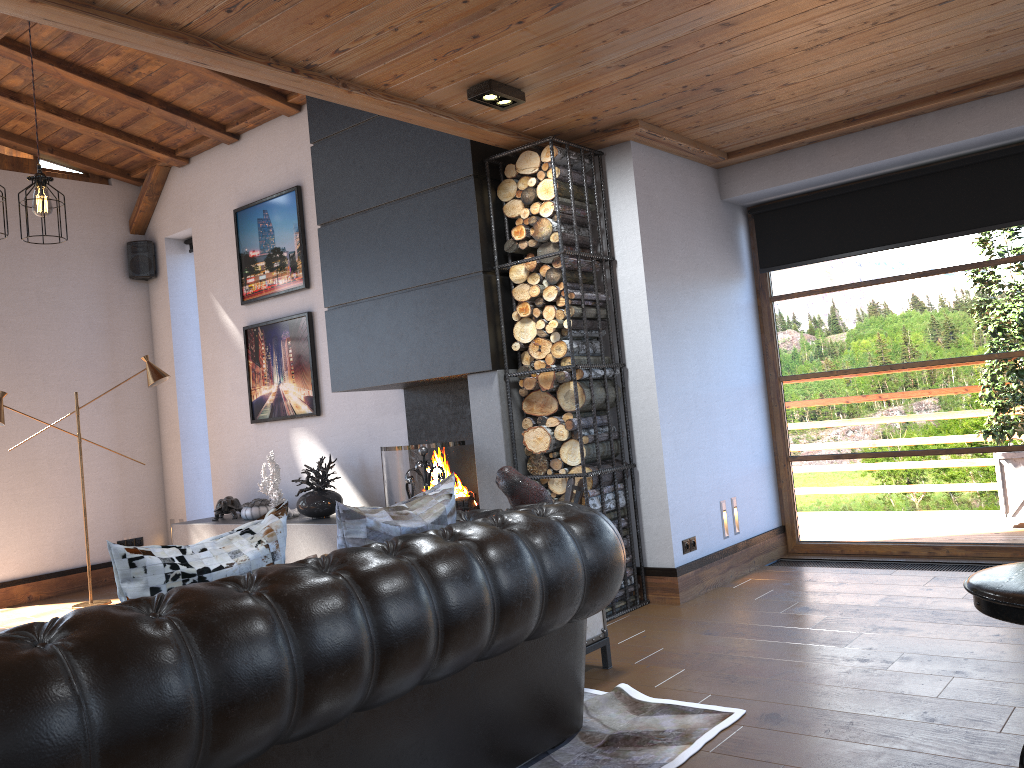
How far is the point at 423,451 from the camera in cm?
506

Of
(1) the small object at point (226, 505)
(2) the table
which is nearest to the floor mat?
(2) the table

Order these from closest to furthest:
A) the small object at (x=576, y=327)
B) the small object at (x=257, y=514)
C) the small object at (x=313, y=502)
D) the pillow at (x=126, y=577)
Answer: the pillow at (x=126, y=577)
the small object at (x=576, y=327)
the small object at (x=313, y=502)
the small object at (x=257, y=514)

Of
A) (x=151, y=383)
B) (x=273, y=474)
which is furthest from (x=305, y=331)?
(x=151, y=383)

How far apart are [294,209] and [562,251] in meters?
3.1 m

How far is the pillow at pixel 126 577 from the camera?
2.1m

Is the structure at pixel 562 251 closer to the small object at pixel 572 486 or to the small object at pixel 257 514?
the small object at pixel 572 486

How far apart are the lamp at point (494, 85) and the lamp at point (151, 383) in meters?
4.0

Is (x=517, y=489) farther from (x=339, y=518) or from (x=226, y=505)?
(x=226, y=505)

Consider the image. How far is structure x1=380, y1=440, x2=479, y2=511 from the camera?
5.4m
